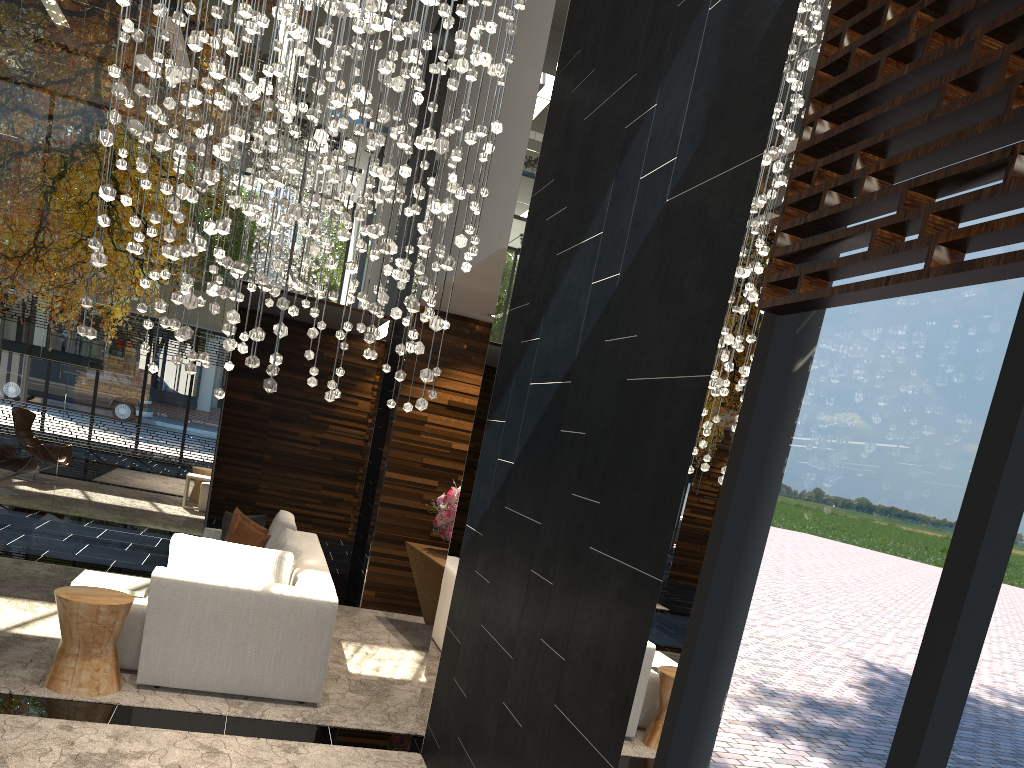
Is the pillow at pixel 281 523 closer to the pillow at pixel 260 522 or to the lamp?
the pillow at pixel 260 522

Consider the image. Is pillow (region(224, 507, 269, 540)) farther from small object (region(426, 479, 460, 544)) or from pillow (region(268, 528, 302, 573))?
small object (region(426, 479, 460, 544))

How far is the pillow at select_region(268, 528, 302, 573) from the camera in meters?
5.6 m

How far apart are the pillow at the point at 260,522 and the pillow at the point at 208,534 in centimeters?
13cm

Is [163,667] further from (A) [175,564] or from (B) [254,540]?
(B) [254,540]

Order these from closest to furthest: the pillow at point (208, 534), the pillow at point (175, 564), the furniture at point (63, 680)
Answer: the furniture at point (63, 680) → the pillow at point (175, 564) → the pillow at point (208, 534)

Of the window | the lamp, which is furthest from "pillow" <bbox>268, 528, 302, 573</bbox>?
the window

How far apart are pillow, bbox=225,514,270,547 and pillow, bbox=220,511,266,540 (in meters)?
0.21

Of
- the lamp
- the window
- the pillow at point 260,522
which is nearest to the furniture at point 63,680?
the lamp

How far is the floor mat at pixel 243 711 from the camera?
4.6m
